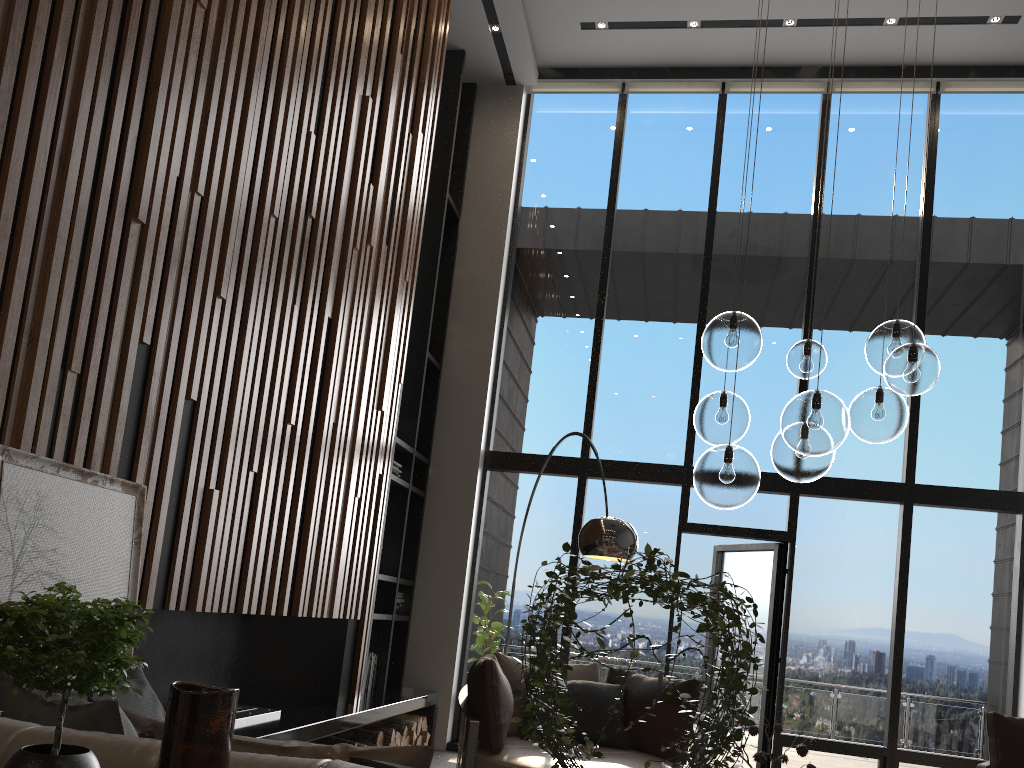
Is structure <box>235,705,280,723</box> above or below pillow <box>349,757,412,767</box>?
below

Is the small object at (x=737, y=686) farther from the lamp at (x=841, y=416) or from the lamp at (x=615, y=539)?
the lamp at (x=615, y=539)

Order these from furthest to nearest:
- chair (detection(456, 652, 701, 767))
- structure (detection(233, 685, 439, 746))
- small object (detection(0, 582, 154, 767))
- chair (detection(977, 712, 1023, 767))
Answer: chair (detection(977, 712, 1023, 767)) → chair (detection(456, 652, 701, 767)) → structure (detection(233, 685, 439, 746)) → small object (detection(0, 582, 154, 767))

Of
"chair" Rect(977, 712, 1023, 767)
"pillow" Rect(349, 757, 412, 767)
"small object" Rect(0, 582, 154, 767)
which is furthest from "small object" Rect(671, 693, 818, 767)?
"chair" Rect(977, 712, 1023, 767)

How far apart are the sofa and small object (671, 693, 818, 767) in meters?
1.9

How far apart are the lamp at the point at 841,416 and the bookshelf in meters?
3.2 m

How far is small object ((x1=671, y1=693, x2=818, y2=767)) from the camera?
3.1 meters

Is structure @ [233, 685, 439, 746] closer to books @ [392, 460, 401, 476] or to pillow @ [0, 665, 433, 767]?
pillow @ [0, 665, 433, 767]

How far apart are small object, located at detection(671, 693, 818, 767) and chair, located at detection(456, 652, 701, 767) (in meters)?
1.45

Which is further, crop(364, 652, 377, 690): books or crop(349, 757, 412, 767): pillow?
crop(364, 652, 377, 690): books
